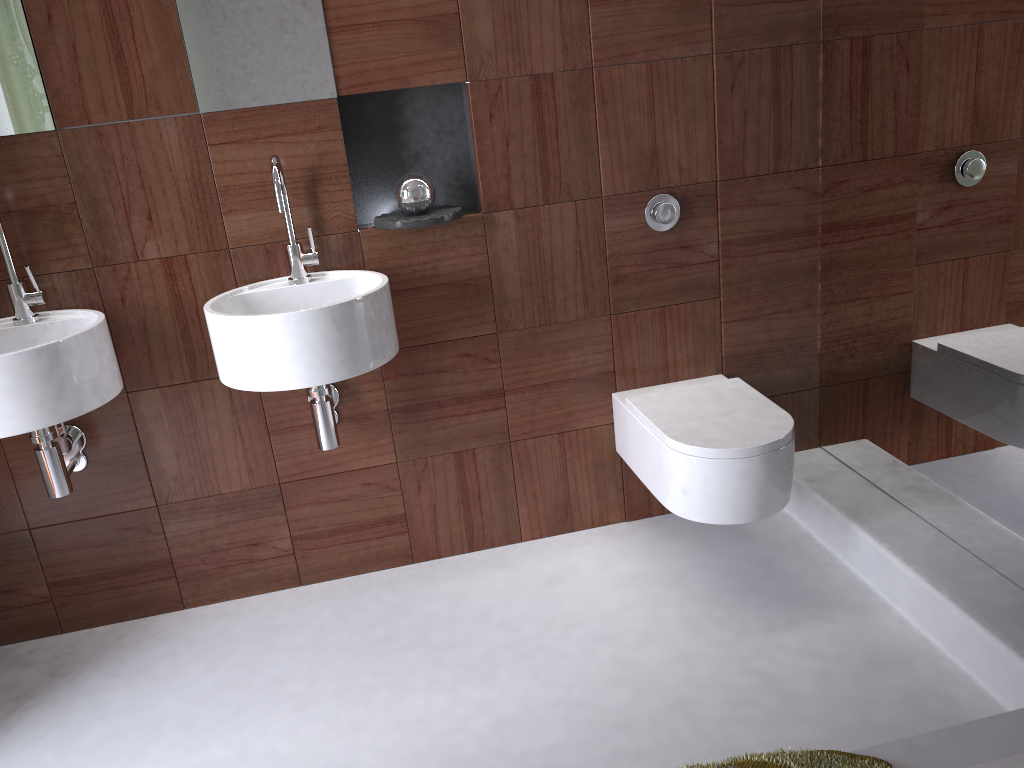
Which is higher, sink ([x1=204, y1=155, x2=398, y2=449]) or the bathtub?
sink ([x1=204, y1=155, x2=398, y2=449])

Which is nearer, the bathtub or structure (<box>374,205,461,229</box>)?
the bathtub

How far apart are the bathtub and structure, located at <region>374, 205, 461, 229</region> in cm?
158

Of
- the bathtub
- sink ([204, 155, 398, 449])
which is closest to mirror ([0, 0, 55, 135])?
sink ([204, 155, 398, 449])

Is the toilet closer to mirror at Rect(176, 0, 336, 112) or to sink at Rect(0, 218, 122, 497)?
mirror at Rect(176, 0, 336, 112)

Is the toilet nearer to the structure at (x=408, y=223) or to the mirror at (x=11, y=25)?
the structure at (x=408, y=223)

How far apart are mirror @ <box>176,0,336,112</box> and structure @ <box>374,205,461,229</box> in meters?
0.3 m

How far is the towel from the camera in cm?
106

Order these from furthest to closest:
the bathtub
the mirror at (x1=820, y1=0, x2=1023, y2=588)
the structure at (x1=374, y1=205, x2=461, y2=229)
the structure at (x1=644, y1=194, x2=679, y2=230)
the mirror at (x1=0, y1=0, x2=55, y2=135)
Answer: the structure at (x1=644, y1=194, x2=679, y2=230)
the structure at (x1=374, y1=205, x2=461, y2=229)
the mirror at (x1=0, y1=0, x2=55, y2=135)
the mirror at (x1=820, y1=0, x2=1023, y2=588)
the bathtub

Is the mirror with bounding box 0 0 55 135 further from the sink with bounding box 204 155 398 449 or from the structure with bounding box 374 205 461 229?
the structure with bounding box 374 205 461 229
